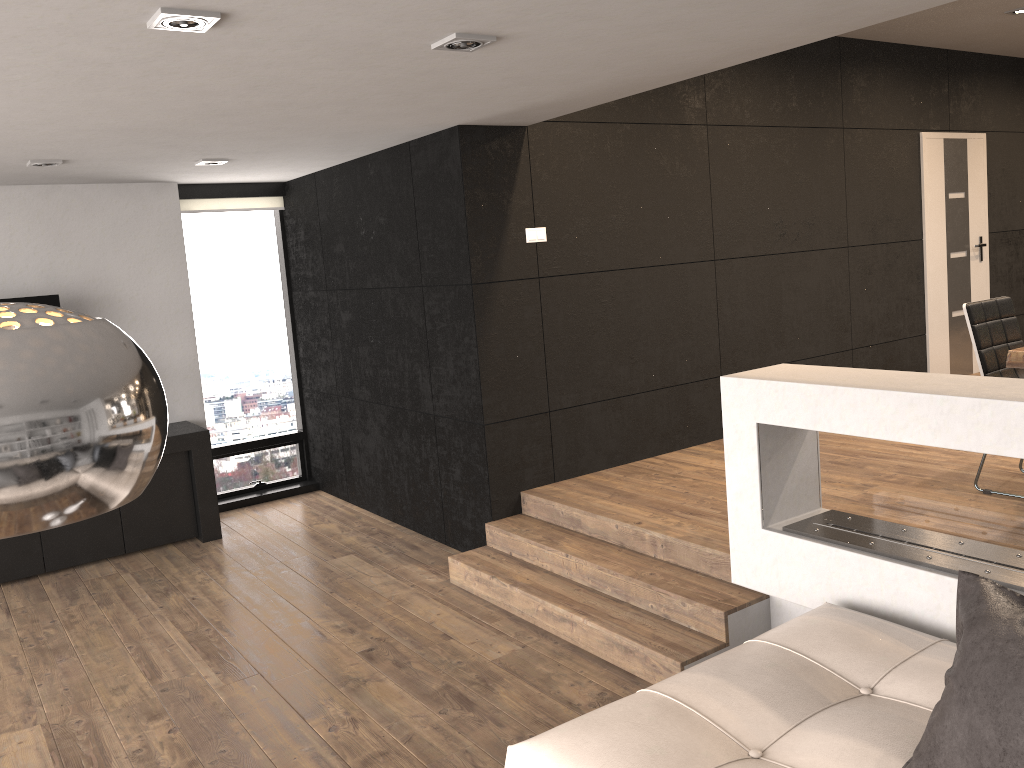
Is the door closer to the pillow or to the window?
the window

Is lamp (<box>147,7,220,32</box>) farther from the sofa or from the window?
the window

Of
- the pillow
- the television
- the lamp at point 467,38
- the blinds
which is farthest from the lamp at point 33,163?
the pillow

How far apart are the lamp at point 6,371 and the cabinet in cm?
504

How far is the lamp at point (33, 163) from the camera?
4.7 meters

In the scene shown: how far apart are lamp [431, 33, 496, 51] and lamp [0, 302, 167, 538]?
2.1m

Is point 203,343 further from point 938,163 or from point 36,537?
point 938,163

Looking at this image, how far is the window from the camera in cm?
676

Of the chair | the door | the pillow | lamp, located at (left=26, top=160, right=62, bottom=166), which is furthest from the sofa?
the door

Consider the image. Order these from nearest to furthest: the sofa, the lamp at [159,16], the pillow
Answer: the pillow, the sofa, the lamp at [159,16]
